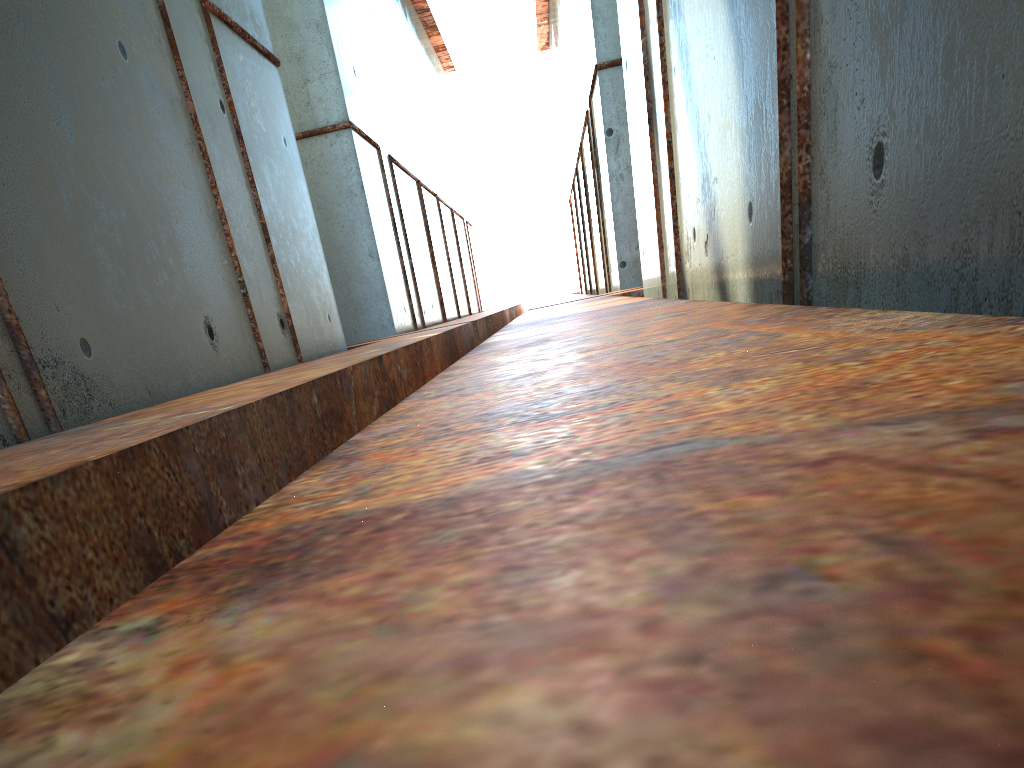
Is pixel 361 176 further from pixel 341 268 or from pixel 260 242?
pixel 260 242

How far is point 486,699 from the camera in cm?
44

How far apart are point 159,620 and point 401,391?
6.9m
